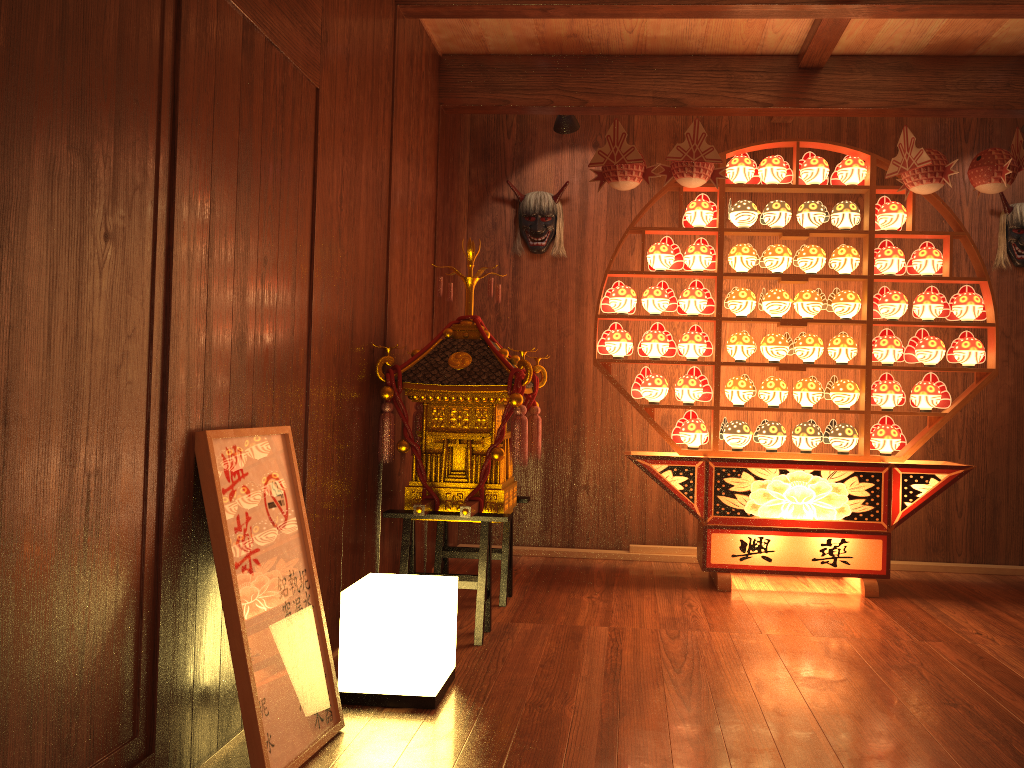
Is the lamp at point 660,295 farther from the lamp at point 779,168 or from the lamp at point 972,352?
the lamp at point 972,352

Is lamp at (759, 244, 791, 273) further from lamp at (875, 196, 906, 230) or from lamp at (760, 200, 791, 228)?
lamp at (875, 196, 906, 230)

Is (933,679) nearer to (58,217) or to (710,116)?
(58,217)

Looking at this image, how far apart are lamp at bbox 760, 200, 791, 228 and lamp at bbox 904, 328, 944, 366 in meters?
0.8

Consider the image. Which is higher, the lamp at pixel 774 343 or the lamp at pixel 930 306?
the lamp at pixel 930 306

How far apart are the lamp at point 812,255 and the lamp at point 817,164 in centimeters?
33cm

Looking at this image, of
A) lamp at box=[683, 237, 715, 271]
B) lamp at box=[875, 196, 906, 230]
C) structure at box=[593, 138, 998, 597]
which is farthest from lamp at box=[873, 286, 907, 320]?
lamp at box=[683, 237, 715, 271]

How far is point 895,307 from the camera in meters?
4.2 m

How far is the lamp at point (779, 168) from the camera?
4.3m

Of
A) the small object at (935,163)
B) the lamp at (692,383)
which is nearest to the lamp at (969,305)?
the small object at (935,163)
